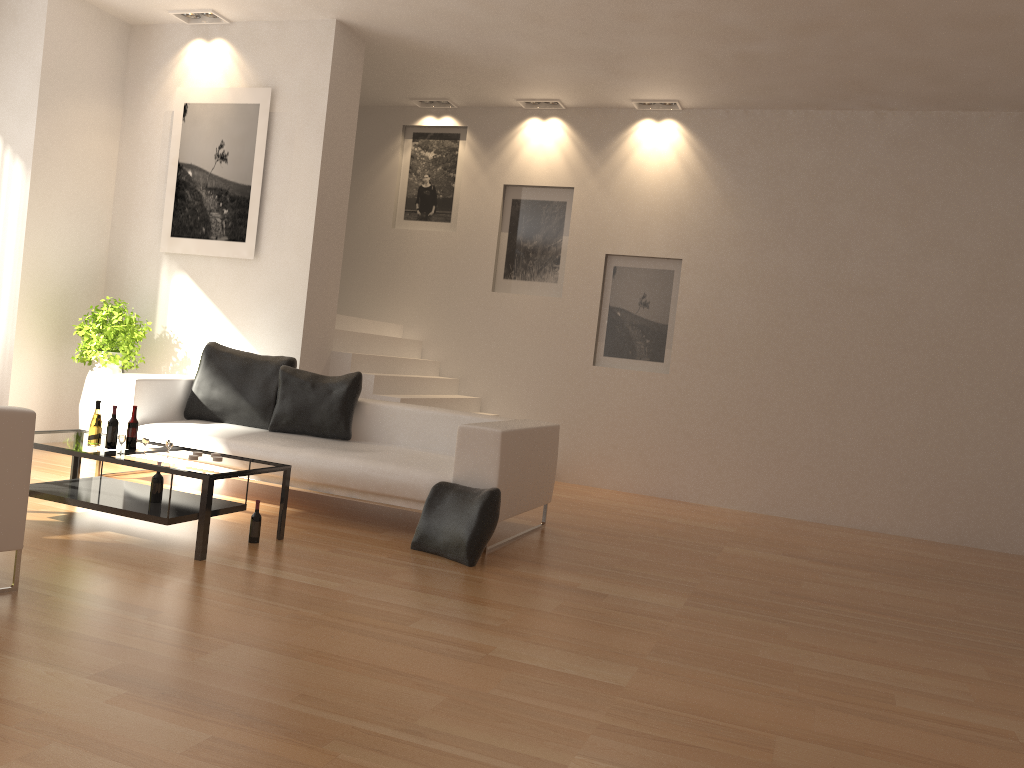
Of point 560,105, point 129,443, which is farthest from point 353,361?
point 560,105

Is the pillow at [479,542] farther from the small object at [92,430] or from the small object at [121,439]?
the small object at [92,430]

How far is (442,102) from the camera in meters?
9.3

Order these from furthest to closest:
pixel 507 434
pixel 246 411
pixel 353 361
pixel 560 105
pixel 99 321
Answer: pixel 560 105 → pixel 353 361 → pixel 99 321 → pixel 246 411 → pixel 507 434

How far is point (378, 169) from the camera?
9.68m

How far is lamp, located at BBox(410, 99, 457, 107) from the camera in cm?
935

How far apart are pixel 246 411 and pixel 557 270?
3.7m

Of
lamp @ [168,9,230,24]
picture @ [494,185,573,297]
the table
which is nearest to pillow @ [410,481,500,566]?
the table

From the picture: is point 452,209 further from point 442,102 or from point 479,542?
point 479,542

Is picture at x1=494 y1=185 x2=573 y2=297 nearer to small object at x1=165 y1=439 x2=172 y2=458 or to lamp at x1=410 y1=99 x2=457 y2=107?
lamp at x1=410 y1=99 x2=457 y2=107
